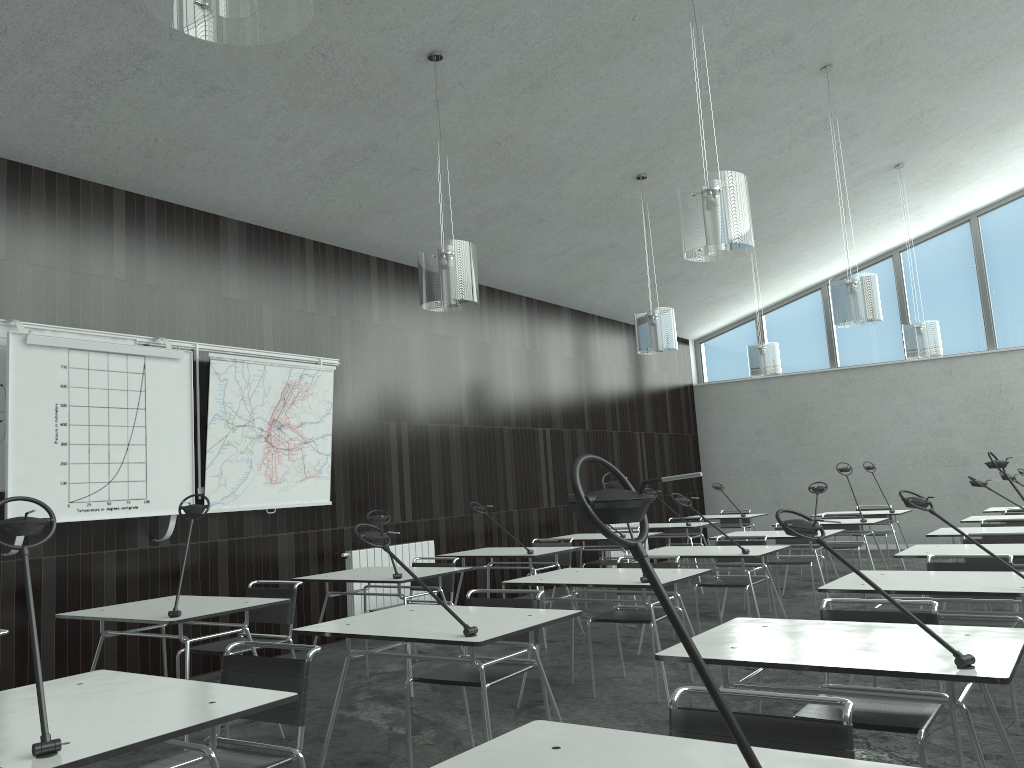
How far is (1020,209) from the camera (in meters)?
11.69

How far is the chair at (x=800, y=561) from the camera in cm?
723

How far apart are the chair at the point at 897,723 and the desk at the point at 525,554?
3.3 meters

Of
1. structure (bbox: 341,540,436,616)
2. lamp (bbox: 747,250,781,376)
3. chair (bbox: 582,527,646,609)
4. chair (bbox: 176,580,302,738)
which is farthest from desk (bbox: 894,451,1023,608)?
lamp (bbox: 747,250,781,376)

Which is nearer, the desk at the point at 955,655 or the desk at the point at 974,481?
the desk at the point at 955,655

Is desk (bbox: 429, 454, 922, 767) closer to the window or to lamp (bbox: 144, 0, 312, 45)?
lamp (bbox: 144, 0, 312, 45)

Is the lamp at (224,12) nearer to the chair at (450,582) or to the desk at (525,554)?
the chair at (450,582)

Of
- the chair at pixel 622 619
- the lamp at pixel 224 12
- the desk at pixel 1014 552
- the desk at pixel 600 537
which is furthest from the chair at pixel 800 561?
the lamp at pixel 224 12

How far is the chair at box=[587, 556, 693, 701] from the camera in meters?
4.8

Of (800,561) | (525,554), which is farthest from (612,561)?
(525,554)
